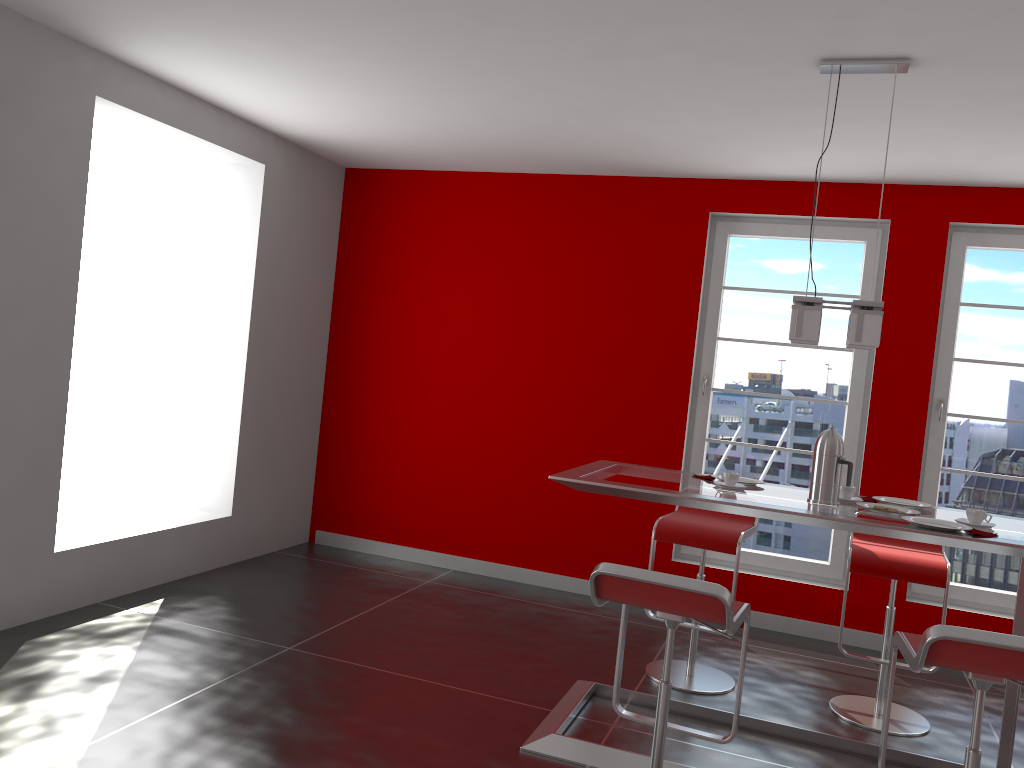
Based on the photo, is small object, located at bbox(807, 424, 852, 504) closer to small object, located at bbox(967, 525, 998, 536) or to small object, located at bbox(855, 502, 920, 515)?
small object, located at bbox(855, 502, 920, 515)

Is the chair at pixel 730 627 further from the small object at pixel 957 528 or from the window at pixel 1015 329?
the window at pixel 1015 329

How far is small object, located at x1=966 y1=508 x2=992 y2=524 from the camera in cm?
298

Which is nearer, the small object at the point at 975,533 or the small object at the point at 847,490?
the small object at the point at 975,533

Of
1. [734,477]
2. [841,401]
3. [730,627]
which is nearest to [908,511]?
[734,477]

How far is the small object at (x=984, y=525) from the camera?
2.9m

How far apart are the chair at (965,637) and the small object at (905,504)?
1.0 meters

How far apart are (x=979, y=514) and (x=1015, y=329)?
2.34m

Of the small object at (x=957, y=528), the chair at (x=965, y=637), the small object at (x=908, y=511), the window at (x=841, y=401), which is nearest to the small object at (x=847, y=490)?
the small object at (x=908, y=511)

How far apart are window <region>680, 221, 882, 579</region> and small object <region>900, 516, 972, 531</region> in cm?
222
